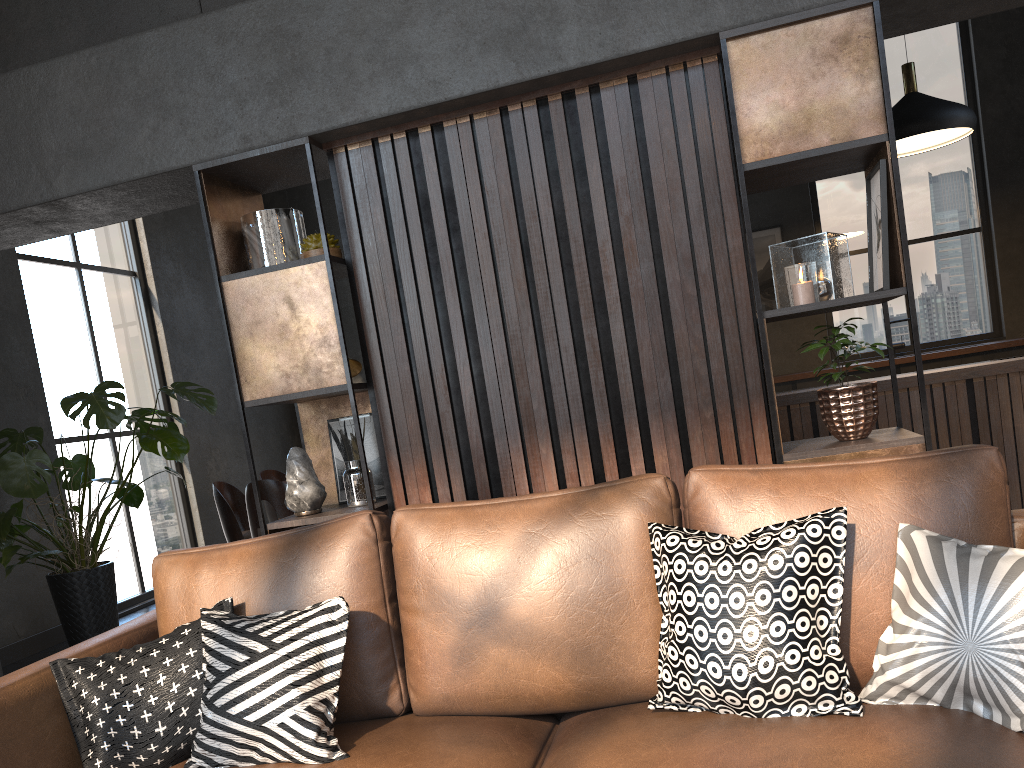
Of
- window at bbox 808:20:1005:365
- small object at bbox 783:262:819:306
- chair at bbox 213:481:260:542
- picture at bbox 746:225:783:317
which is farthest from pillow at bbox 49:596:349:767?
window at bbox 808:20:1005:365

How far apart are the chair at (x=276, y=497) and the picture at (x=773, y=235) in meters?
5.1 m

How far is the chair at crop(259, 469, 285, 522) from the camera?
6.7m

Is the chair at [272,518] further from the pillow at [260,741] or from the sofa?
the pillow at [260,741]

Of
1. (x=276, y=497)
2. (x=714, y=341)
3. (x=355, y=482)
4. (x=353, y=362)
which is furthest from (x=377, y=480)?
(x=353, y=362)

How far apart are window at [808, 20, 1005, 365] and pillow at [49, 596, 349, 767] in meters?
7.4 m

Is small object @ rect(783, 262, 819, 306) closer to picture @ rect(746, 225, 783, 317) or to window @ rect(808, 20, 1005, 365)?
picture @ rect(746, 225, 783, 317)

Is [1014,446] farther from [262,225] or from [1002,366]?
[262,225]

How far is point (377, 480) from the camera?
3.2m

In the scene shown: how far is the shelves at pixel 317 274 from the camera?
2.9m
